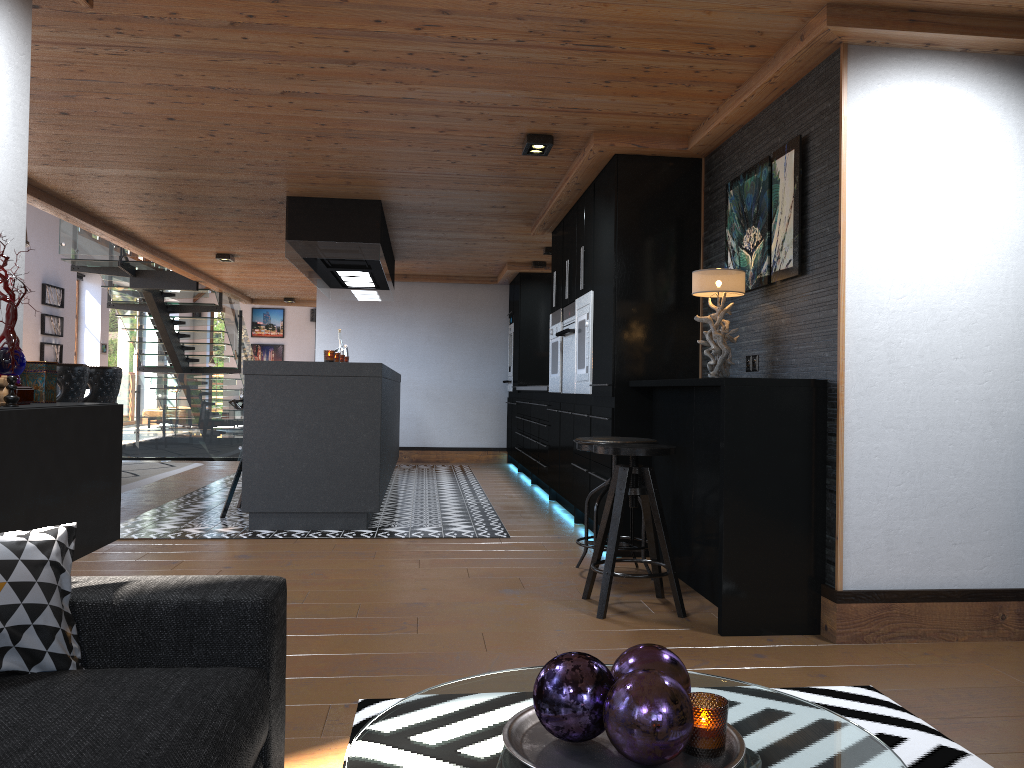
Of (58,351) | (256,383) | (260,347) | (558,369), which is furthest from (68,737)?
(260,347)

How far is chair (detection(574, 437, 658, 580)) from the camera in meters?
4.4

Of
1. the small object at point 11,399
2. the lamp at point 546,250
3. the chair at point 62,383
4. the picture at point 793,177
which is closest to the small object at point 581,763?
the small object at point 11,399

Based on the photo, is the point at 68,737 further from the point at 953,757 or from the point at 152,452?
the point at 152,452

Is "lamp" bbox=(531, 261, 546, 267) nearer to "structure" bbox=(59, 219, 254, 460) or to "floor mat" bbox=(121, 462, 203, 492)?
"structure" bbox=(59, 219, 254, 460)

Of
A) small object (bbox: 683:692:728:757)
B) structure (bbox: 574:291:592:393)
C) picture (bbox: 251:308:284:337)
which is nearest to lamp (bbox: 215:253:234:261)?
structure (bbox: 574:291:592:393)

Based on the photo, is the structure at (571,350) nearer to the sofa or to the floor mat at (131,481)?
the floor mat at (131,481)

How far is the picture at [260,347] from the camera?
24.5 meters

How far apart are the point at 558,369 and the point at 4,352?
4.9 meters

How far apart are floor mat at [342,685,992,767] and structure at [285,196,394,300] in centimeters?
460cm
